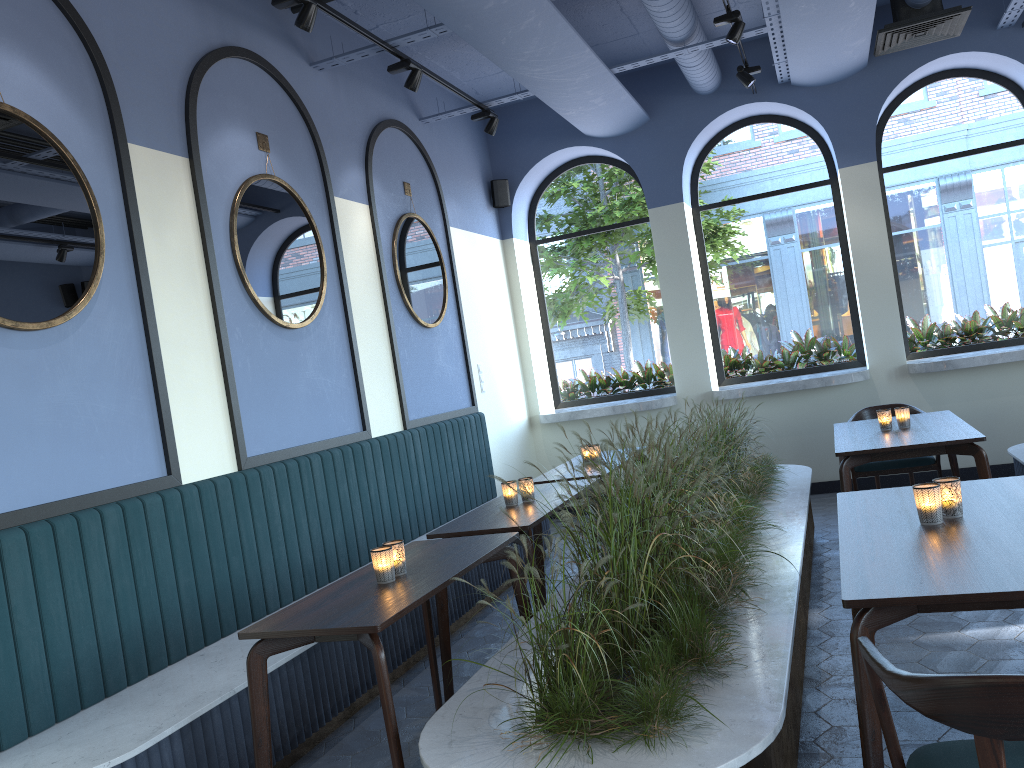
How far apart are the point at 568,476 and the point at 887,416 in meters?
1.9 m

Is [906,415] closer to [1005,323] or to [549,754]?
[1005,323]

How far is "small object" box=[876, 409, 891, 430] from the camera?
5.1 meters

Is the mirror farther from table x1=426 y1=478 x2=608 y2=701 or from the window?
the window

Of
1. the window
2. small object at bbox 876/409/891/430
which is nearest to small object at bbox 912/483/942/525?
small object at bbox 876/409/891/430

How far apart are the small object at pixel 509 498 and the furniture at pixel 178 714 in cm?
77

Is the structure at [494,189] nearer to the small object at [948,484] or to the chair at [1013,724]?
the small object at [948,484]

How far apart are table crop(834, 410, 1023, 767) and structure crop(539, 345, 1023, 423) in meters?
1.5

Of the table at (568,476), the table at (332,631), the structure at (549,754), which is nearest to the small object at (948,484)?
the structure at (549,754)

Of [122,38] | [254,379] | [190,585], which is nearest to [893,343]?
[254,379]
